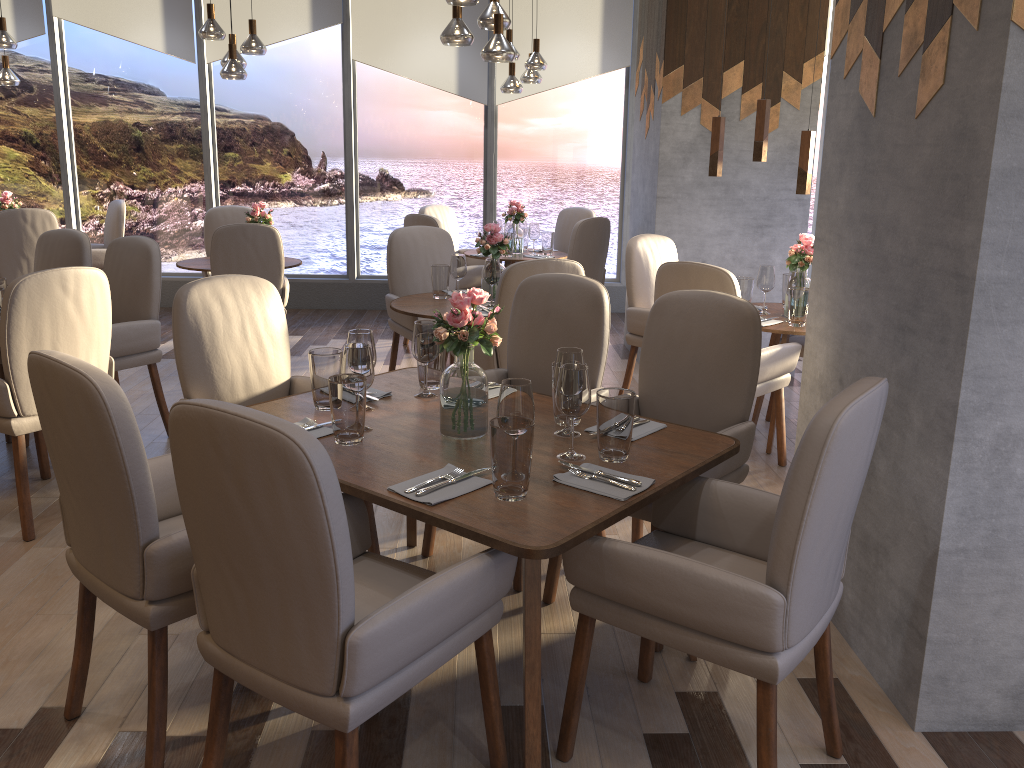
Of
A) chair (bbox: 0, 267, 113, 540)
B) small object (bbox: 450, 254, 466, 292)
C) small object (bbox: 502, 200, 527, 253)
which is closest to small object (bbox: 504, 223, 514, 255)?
small object (bbox: 502, 200, 527, 253)

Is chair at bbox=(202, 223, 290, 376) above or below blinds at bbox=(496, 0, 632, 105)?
below

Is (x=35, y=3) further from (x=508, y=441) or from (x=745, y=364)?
(x=508, y=441)

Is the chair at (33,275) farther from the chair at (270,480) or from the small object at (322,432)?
the chair at (270,480)

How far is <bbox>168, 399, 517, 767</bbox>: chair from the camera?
1.5m

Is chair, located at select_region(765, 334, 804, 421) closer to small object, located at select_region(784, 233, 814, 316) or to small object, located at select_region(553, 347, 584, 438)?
small object, located at select_region(784, 233, 814, 316)

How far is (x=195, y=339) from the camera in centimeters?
296cm

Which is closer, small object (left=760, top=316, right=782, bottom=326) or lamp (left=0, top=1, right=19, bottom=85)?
small object (left=760, top=316, right=782, bottom=326)

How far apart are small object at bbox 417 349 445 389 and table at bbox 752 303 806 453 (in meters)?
1.85

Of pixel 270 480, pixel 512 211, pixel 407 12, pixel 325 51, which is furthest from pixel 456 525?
pixel 325 51
